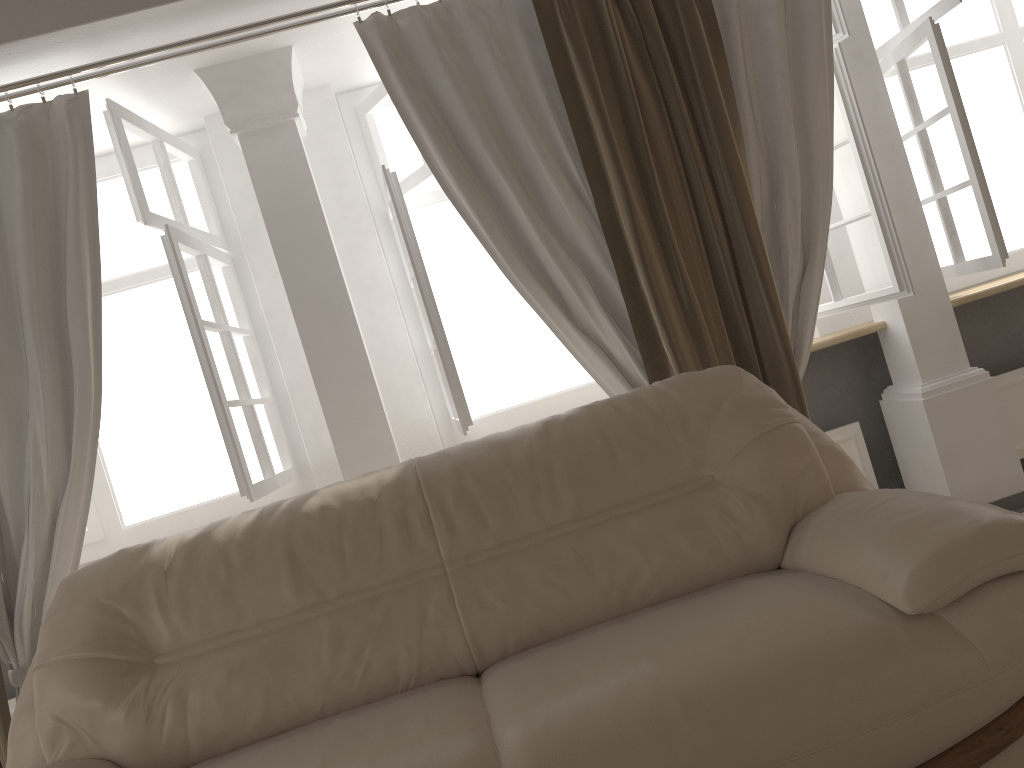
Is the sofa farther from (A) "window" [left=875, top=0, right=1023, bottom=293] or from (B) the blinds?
(A) "window" [left=875, top=0, right=1023, bottom=293]

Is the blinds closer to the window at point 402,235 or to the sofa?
the window at point 402,235

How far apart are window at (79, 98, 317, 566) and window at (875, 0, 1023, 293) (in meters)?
2.65

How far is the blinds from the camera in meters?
2.6 m

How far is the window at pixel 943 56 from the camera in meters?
3.1 m

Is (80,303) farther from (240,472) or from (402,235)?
(402,235)

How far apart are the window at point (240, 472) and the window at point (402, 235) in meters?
0.5

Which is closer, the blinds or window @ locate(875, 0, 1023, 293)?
the blinds

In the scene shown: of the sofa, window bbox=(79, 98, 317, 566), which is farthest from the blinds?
the sofa

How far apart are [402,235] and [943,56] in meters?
2.0
